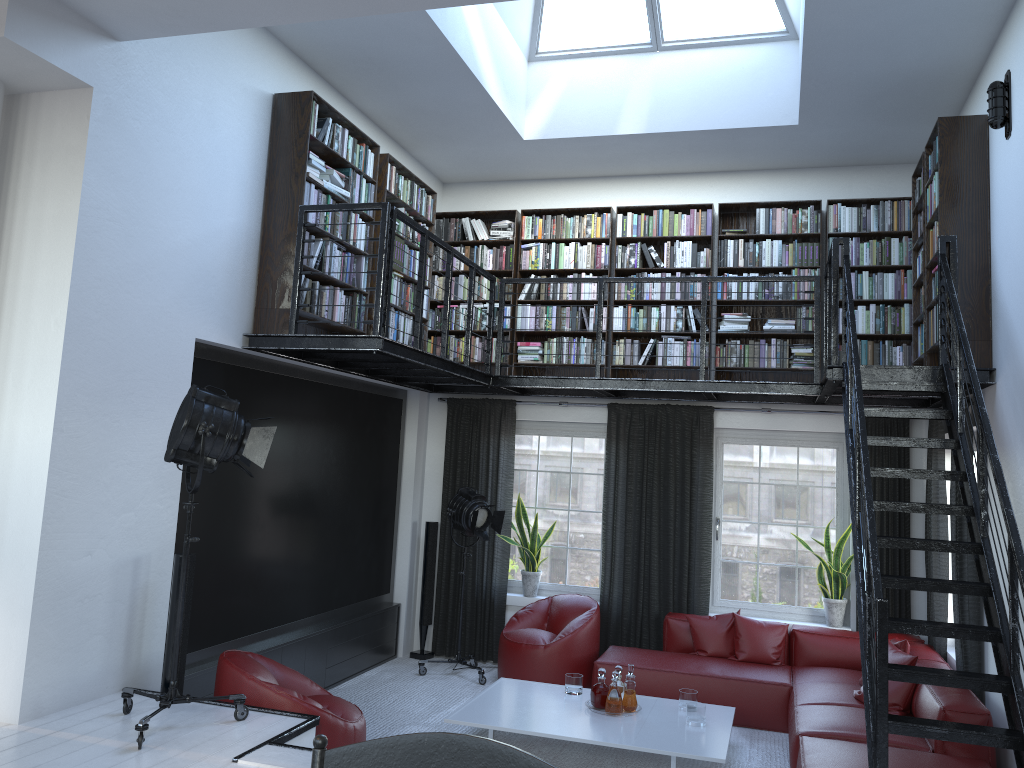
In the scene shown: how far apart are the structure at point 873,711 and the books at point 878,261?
0.3 meters

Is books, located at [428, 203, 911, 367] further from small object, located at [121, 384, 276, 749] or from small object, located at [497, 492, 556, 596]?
small object, located at [121, 384, 276, 749]

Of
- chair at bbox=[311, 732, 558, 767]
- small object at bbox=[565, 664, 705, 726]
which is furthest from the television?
chair at bbox=[311, 732, 558, 767]

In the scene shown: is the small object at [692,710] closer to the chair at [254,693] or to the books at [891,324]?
the chair at [254,693]

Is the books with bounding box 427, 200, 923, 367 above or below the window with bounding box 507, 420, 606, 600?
above

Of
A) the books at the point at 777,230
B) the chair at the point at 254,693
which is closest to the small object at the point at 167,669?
the chair at the point at 254,693

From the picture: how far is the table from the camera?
5.20m

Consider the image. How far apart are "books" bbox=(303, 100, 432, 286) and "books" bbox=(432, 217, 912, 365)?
0.7 meters

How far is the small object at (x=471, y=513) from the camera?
7.5m

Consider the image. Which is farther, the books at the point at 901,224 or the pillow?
the books at the point at 901,224
